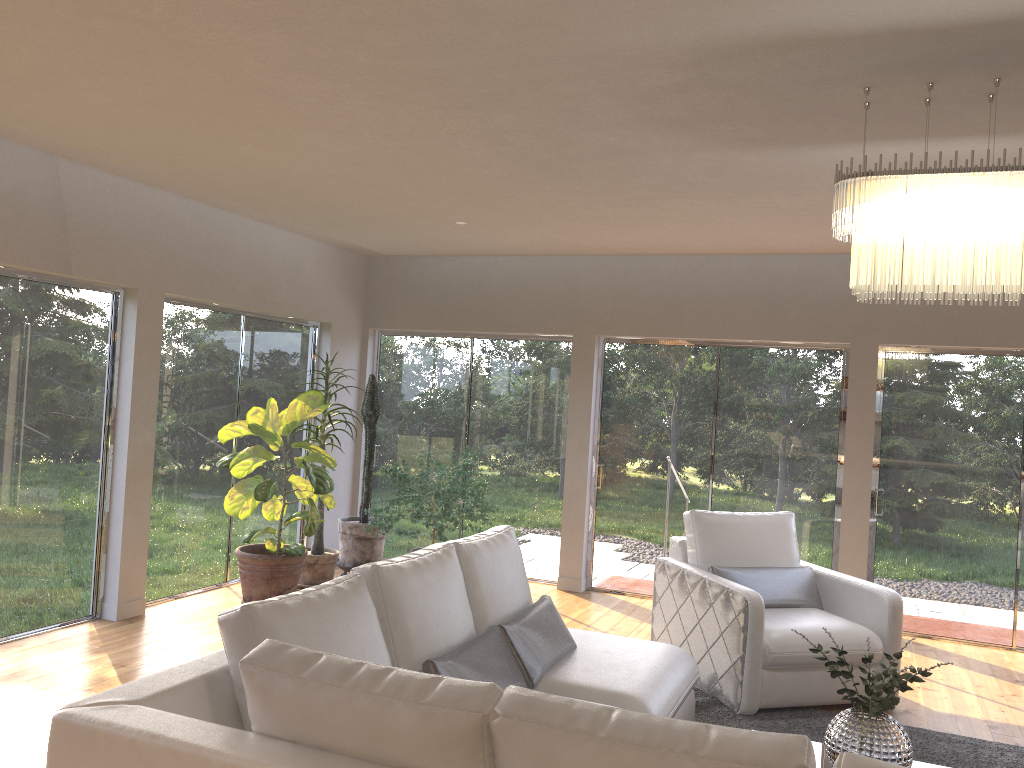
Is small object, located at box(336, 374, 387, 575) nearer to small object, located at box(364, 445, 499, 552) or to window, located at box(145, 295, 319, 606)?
small object, located at box(364, 445, 499, 552)

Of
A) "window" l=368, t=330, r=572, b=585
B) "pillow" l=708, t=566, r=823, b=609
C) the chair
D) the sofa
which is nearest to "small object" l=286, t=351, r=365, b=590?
"window" l=368, t=330, r=572, b=585

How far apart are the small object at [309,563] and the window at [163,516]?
0.7m

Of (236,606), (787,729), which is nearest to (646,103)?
(236,606)

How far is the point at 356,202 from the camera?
5.6 meters

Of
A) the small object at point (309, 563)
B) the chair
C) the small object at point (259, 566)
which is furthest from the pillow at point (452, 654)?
the small object at point (309, 563)

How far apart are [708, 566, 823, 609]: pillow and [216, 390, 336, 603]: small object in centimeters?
250cm

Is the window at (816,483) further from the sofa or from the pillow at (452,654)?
the pillow at (452,654)

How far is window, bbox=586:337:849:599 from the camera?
6.83m

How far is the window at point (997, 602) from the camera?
6.3 meters
